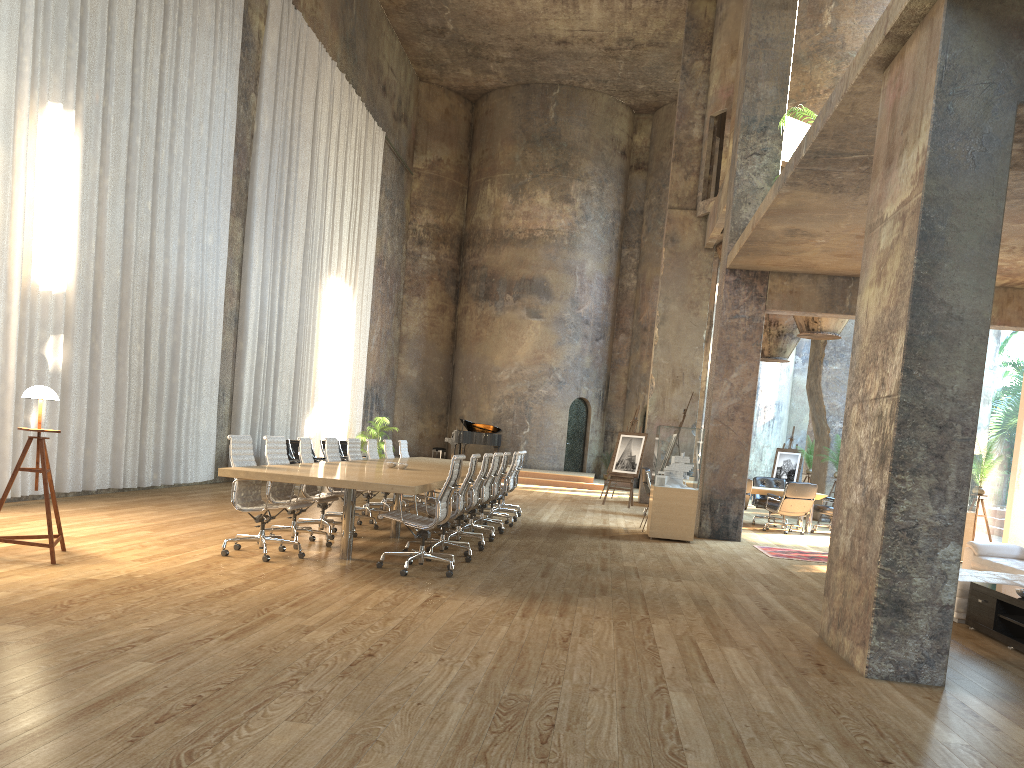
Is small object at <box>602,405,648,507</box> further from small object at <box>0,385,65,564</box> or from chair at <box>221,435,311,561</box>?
small object at <box>0,385,65,564</box>

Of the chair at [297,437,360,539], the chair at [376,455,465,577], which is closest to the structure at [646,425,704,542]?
the chair at [376,455,465,577]

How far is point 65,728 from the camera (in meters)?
3.12

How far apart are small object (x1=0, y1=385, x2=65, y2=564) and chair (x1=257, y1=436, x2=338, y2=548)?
1.86m

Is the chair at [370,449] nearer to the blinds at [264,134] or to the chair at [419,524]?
the chair at [419,524]

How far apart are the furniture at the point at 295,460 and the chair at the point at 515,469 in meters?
4.2 m

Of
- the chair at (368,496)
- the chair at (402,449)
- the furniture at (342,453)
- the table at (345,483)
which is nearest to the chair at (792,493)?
the table at (345,483)

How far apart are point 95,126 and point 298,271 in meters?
7.1 m

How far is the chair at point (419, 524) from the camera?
7.14m

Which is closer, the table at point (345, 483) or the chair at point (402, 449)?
the table at point (345, 483)
